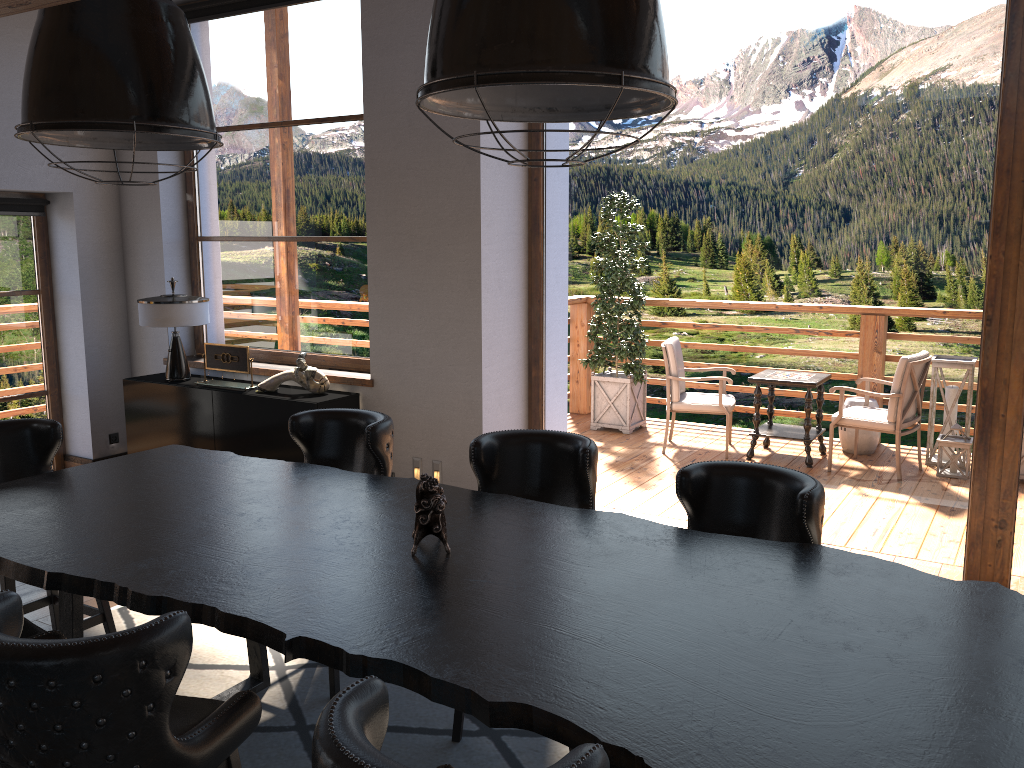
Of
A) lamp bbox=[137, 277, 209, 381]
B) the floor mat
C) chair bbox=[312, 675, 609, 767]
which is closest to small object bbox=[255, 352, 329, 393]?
lamp bbox=[137, 277, 209, 381]

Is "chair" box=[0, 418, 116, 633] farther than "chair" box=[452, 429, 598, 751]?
Yes

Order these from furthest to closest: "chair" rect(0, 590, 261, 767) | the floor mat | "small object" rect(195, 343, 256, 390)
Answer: "small object" rect(195, 343, 256, 390), the floor mat, "chair" rect(0, 590, 261, 767)

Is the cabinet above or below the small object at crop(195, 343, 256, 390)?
below

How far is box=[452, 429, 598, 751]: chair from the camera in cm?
335

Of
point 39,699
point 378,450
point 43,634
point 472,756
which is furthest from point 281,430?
point 39,699

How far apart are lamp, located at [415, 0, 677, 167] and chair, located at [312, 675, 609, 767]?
1.16m

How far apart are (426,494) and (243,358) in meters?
3.7

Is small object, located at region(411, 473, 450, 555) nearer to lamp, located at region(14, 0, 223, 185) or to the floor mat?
the floor mat

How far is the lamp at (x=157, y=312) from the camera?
6.0 meters
